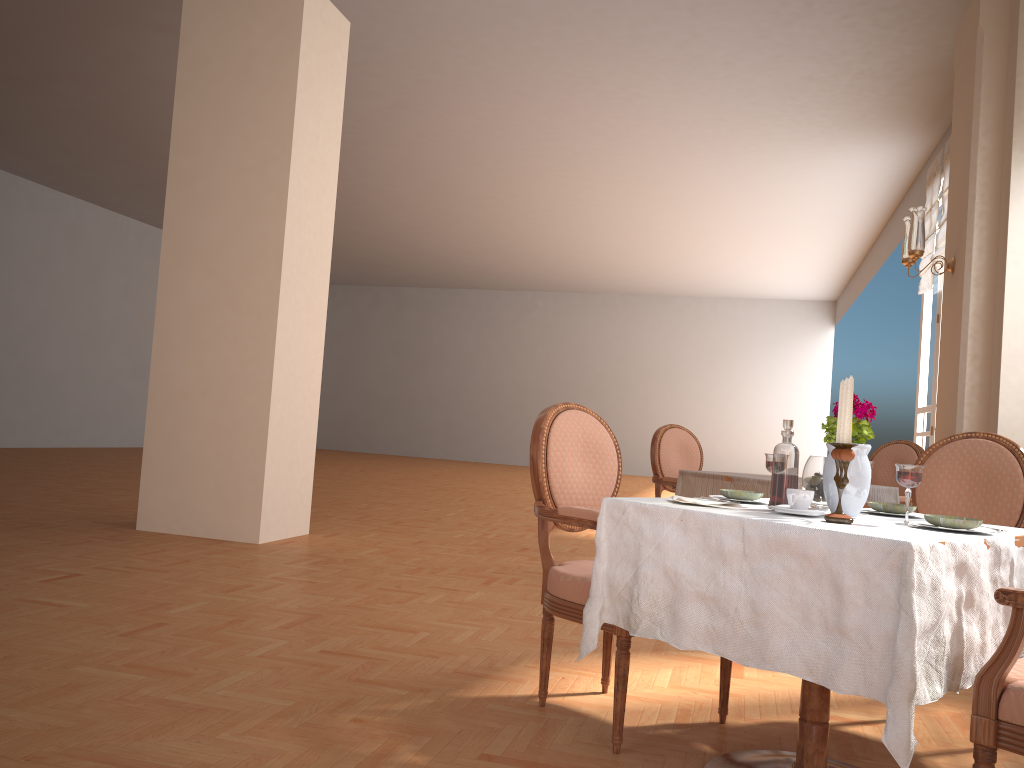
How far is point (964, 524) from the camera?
1.9 meters

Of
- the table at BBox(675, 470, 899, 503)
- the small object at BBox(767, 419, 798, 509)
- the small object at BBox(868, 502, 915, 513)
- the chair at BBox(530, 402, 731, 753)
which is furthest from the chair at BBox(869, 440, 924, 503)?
the small object at BBox(767, 419, 798, 509)

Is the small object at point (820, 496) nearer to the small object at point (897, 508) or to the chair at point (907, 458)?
the small object at point (897, 508)

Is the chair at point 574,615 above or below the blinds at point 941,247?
below

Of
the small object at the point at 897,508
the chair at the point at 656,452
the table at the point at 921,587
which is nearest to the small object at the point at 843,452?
the table at the point at 921,587

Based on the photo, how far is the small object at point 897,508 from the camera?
2.3 meters

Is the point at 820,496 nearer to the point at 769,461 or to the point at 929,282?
the point at 769,461

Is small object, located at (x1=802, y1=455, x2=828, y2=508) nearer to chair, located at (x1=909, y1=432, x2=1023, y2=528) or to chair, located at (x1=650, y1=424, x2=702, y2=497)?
chair, located at (x1=909, y1=432, x2=1023, y2=528)

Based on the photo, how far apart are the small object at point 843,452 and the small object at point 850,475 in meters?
0.1

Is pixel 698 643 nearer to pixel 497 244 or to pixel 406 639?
pixel 406 639
